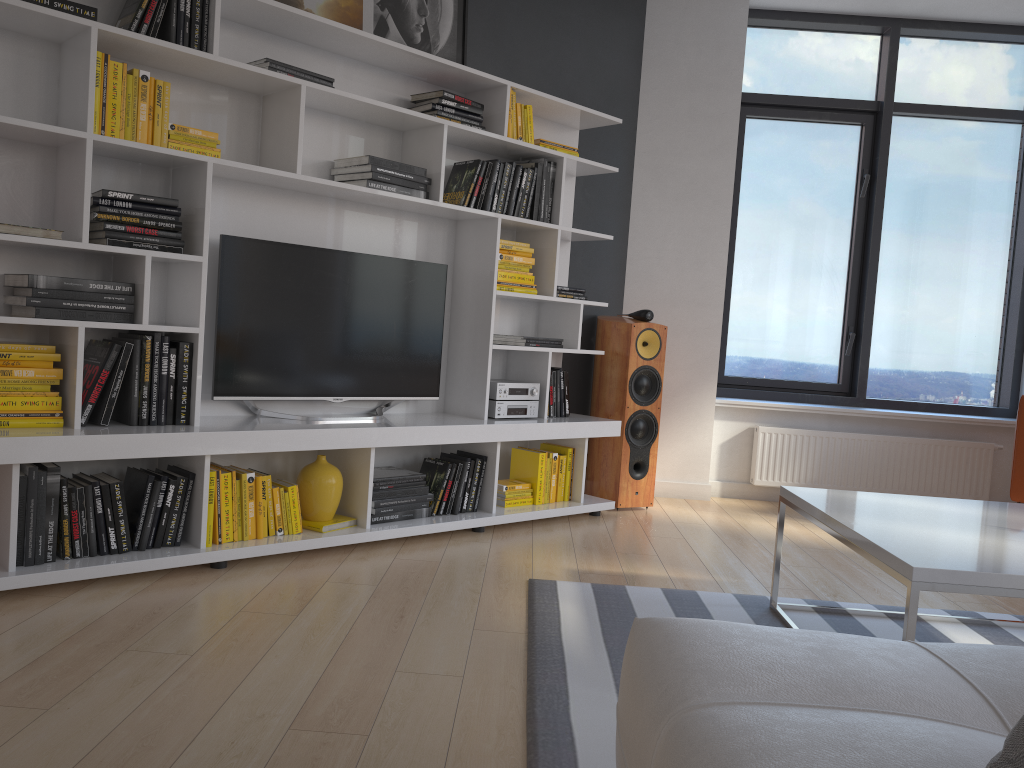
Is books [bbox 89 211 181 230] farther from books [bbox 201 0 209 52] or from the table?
the table

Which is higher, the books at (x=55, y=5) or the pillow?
the books at (x=55, y=5)

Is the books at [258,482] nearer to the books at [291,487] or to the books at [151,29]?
the books at [291,487]

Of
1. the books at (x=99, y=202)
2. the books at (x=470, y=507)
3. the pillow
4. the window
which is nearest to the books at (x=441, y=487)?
the books at (x=470, y=507)

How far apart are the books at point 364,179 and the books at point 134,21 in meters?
1.0

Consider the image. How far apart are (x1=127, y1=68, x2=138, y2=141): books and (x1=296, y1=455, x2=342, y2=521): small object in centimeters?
154cm

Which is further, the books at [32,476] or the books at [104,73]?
the books at [104,73]

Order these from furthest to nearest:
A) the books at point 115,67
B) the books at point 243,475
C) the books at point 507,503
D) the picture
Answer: the books at point 507,503
the picture
the books at point 243,475
the books at point 115,67

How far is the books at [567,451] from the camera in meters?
4.5 m

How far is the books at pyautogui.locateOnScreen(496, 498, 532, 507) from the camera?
4.23m
